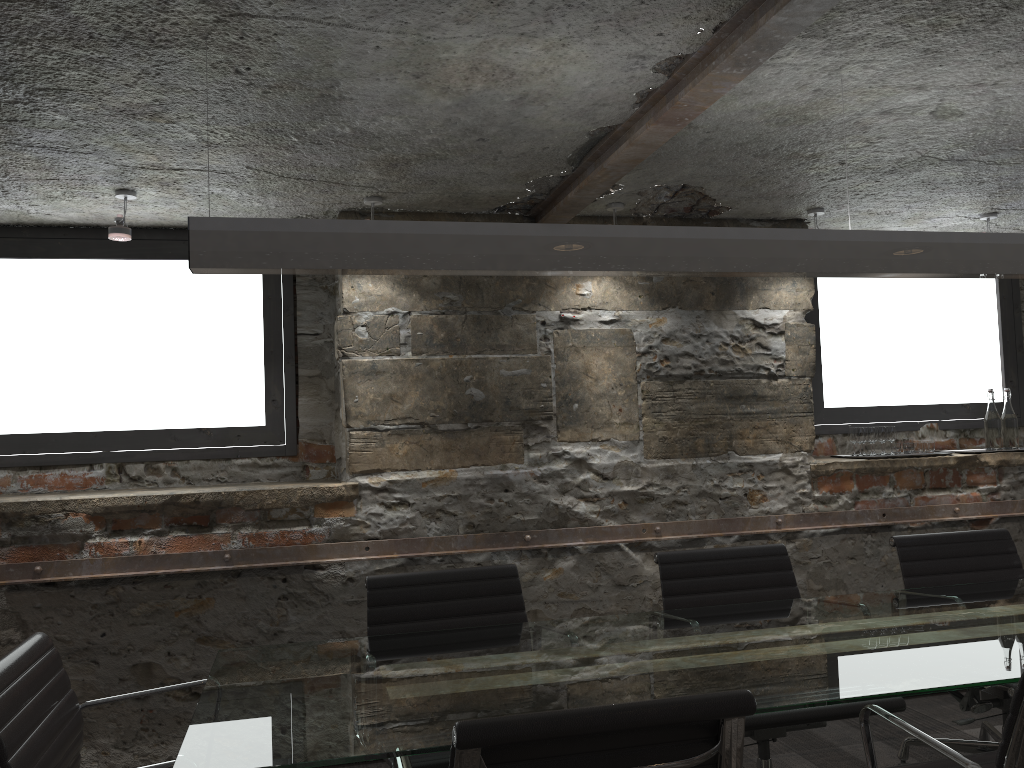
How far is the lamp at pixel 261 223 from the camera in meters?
1.9 m

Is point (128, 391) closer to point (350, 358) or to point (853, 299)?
point (350, 358)

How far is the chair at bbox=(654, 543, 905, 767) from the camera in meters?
2.4

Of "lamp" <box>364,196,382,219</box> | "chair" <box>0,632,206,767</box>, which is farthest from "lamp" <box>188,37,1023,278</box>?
"lamp" <box>364,196,382,219</box>

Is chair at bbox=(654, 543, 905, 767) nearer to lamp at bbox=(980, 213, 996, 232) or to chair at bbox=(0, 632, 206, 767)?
chair at bbox=(0, 632, 206, 767)

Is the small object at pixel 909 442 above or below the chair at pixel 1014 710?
above

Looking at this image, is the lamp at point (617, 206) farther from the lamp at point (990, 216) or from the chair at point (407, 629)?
the lamp at point (990, 216)

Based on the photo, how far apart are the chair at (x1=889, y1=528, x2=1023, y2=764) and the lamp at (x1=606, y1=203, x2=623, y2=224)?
1.6m

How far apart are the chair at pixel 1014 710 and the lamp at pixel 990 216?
2.7 meters

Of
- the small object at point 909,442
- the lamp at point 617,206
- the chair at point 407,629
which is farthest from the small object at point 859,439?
the chair at point 407,629
